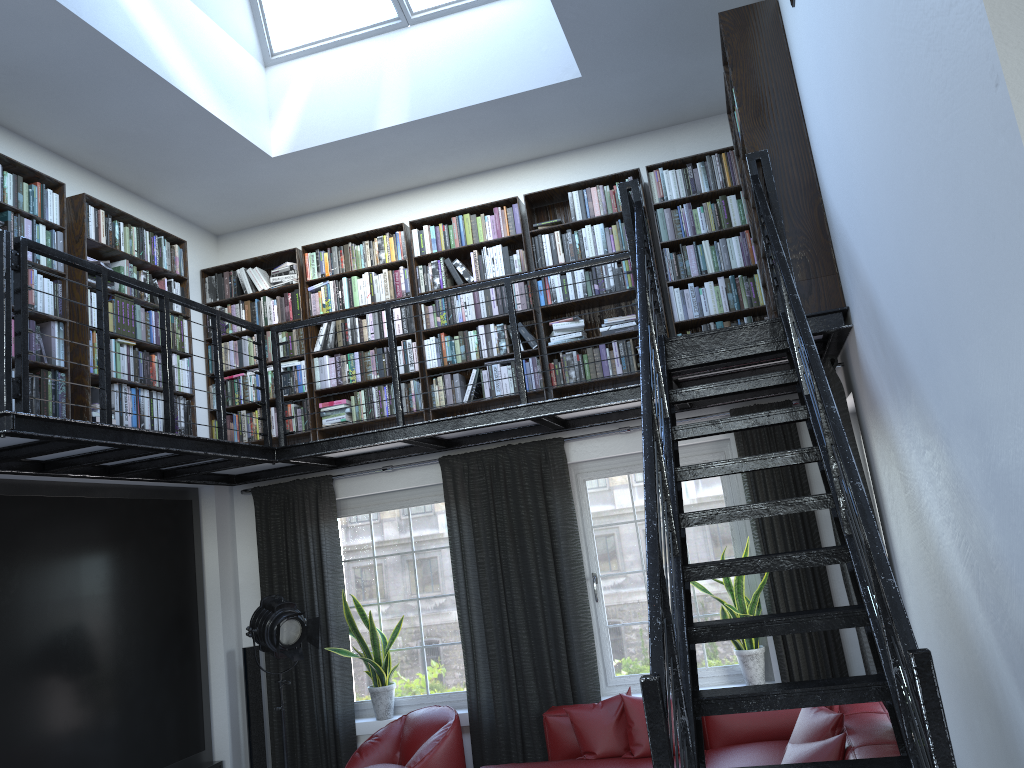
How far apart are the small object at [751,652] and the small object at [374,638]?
2.21m

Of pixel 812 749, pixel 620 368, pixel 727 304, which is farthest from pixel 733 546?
pixel 812 749

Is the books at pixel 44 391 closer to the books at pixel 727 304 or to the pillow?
the books at pixel 727 304

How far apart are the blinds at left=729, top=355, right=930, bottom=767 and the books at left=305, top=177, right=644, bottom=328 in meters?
1.6 m

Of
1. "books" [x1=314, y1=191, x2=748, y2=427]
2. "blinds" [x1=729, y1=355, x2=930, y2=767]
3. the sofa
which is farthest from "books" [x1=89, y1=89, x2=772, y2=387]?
"blinds" [x1=729, y1=355, x2=930, y2=767]

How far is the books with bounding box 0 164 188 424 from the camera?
5.0 meters

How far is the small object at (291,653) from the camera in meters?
5.8

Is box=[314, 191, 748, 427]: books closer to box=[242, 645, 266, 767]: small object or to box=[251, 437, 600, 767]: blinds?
box=[251, 437, 600, 767]: blinds

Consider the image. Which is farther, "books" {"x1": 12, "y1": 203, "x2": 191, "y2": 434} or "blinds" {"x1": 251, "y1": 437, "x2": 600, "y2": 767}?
"blinds" {"x1": 251, "y1": 437, "x2": 600, "y2": 767}

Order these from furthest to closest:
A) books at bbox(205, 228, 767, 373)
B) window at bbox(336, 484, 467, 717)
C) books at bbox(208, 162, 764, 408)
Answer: window at bbox(336, 484, 467, 717) → books at bbox(205, 228, 767, 373) → books at bbox(208, 162, 764, 408)
